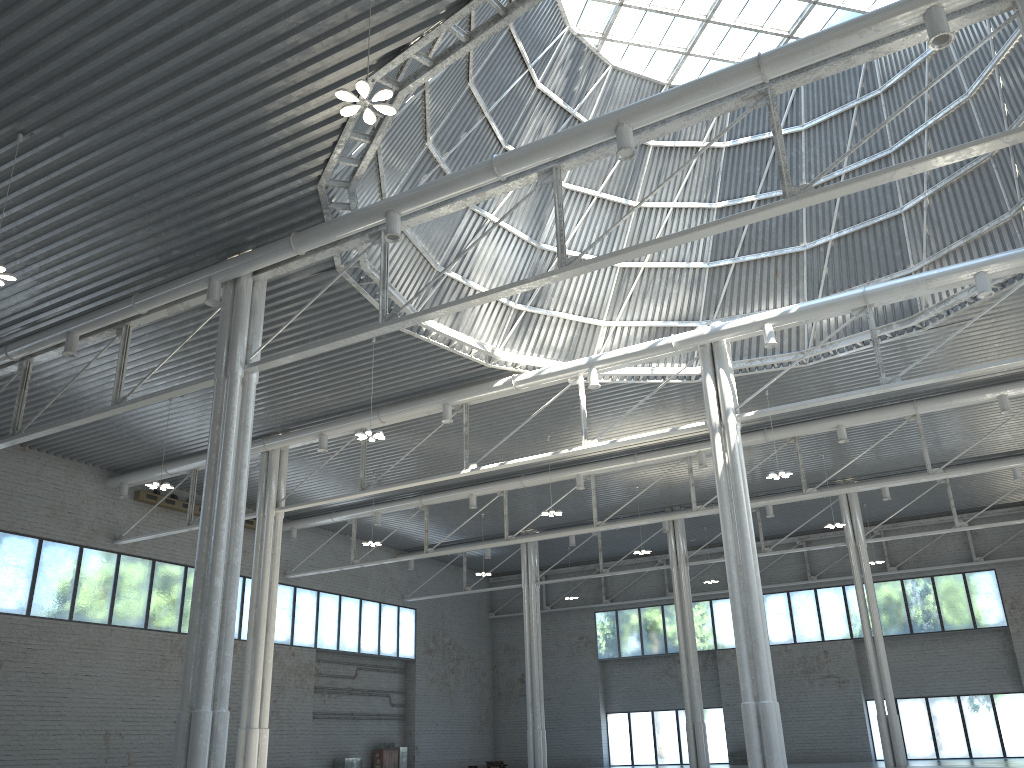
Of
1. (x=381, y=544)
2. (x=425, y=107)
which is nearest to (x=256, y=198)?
(x=425, y=107)

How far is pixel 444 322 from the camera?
34.10m
